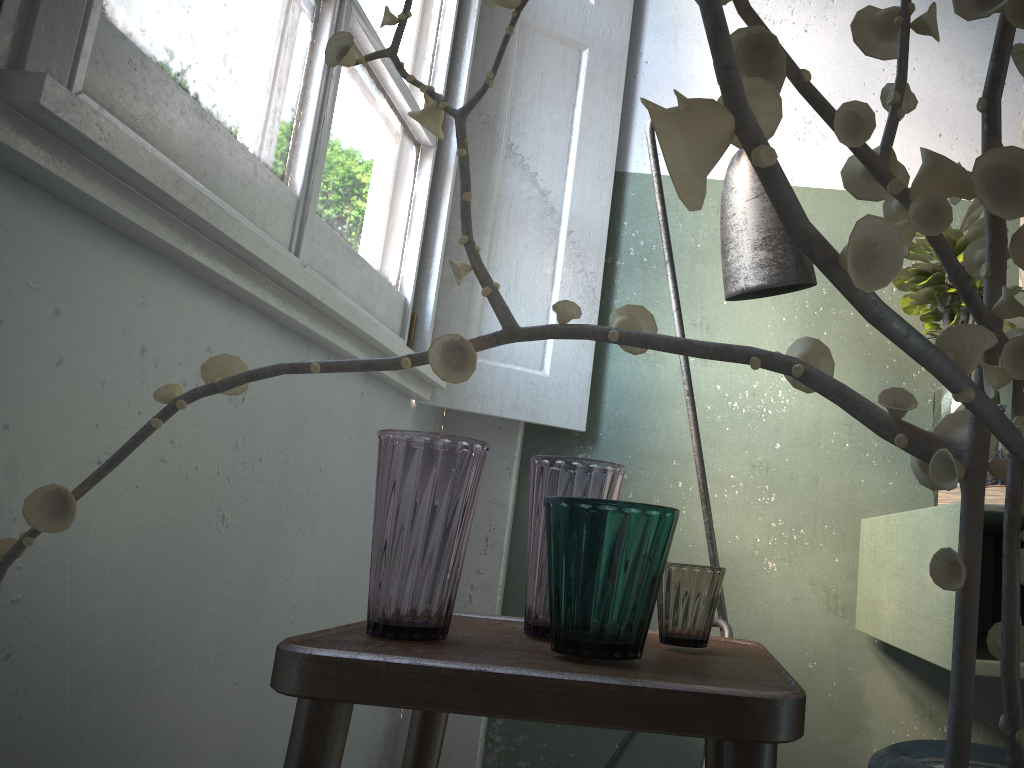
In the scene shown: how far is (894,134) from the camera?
0.4m

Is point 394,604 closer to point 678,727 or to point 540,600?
point 540,600

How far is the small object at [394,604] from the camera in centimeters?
96cm

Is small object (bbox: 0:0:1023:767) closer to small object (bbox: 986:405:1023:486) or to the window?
the window

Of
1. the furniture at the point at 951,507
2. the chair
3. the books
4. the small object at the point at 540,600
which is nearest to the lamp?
the furniture at the point at 951,507

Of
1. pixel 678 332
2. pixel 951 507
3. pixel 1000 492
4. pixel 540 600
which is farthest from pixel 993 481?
pixel 540 600

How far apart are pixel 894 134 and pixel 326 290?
1.12m

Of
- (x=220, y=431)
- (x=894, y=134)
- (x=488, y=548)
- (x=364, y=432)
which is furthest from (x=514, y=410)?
(x=894, y=134)

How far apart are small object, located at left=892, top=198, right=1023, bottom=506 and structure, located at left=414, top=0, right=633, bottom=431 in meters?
0.7 m

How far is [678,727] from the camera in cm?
75
